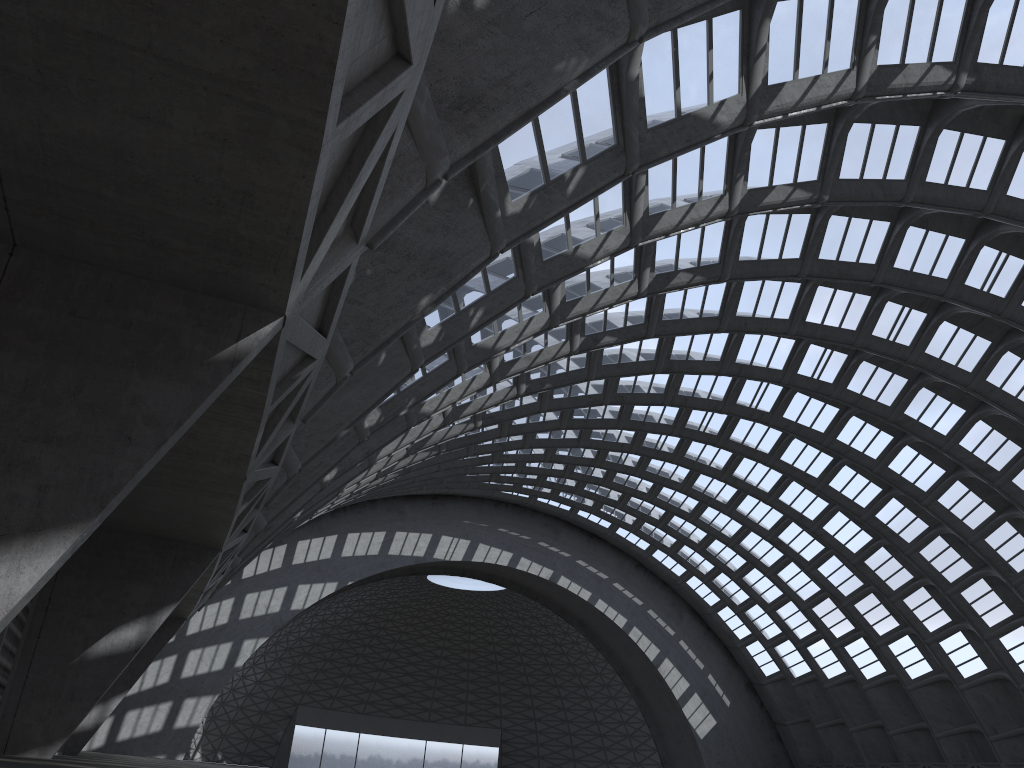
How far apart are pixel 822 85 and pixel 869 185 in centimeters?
672cm

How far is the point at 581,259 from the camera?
17.4m
